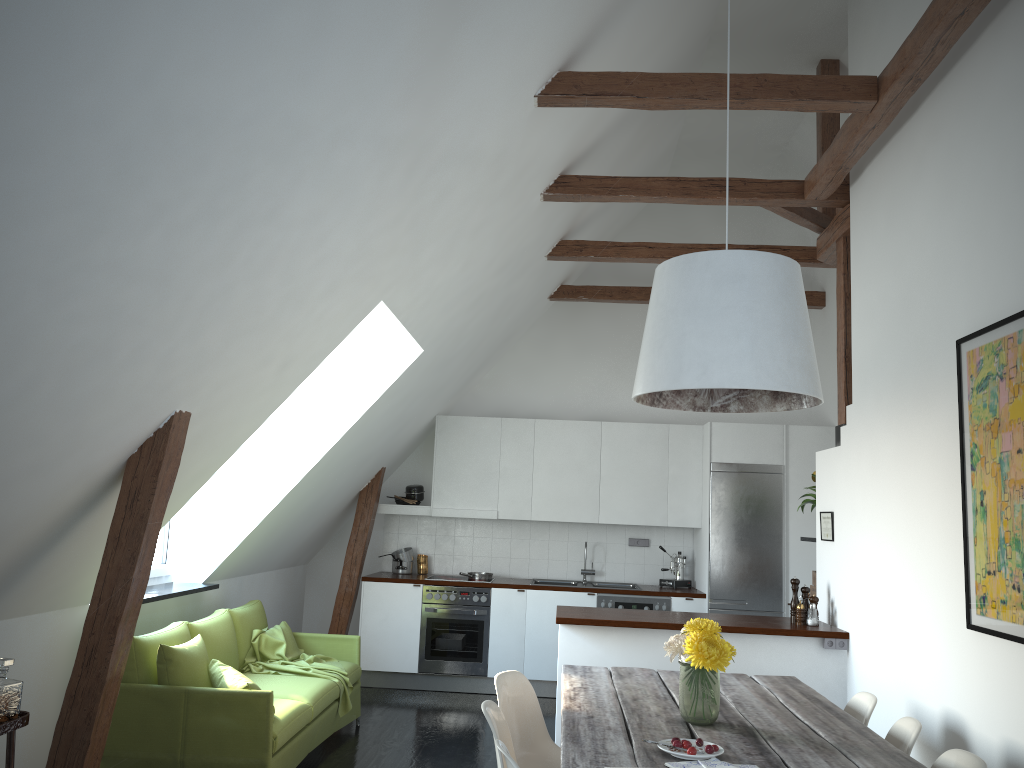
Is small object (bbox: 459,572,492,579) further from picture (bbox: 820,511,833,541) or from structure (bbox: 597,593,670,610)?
picture (bbox: 820,511,833,541)

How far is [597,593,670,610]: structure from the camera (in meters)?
7.41

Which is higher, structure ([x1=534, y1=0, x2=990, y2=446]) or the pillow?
structure ([x1=534, y1=0, x2=990, y2=446])

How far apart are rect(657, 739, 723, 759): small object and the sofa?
2.32m

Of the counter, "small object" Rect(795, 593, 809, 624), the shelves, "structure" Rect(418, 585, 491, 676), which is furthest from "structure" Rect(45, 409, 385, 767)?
"small object" Rect(795, 593, 809, 624)

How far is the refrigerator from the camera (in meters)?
7.36

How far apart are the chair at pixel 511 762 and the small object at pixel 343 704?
3.1m

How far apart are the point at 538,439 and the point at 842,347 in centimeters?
315cm

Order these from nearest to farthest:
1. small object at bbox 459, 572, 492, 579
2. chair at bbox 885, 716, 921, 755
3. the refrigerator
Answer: chair at bbox 885, 716, 921, 755, the refrigerator, small object at bbox 459, 572, 492, 579

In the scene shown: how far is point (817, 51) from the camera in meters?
6.1 m
